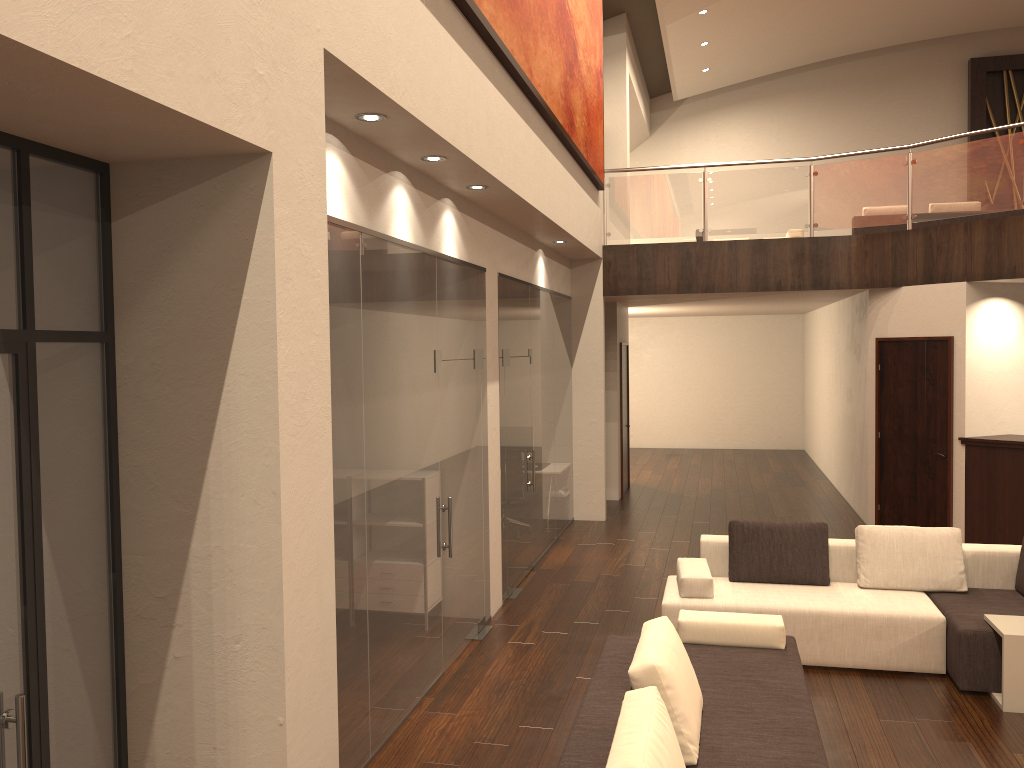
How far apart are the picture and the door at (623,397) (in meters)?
3.40

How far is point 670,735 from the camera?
3.2m

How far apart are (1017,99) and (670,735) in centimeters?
1792cm

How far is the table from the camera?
5.2m

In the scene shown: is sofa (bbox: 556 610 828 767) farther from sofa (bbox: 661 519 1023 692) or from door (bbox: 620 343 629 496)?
door (bbox: 620 343 629 496)

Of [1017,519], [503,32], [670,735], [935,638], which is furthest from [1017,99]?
[670,735]

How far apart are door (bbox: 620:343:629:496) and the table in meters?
7.8 m

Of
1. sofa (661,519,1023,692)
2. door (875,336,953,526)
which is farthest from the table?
door (875,336,953,526)

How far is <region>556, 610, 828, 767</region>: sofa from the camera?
3.2m

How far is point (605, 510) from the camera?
11.11m
